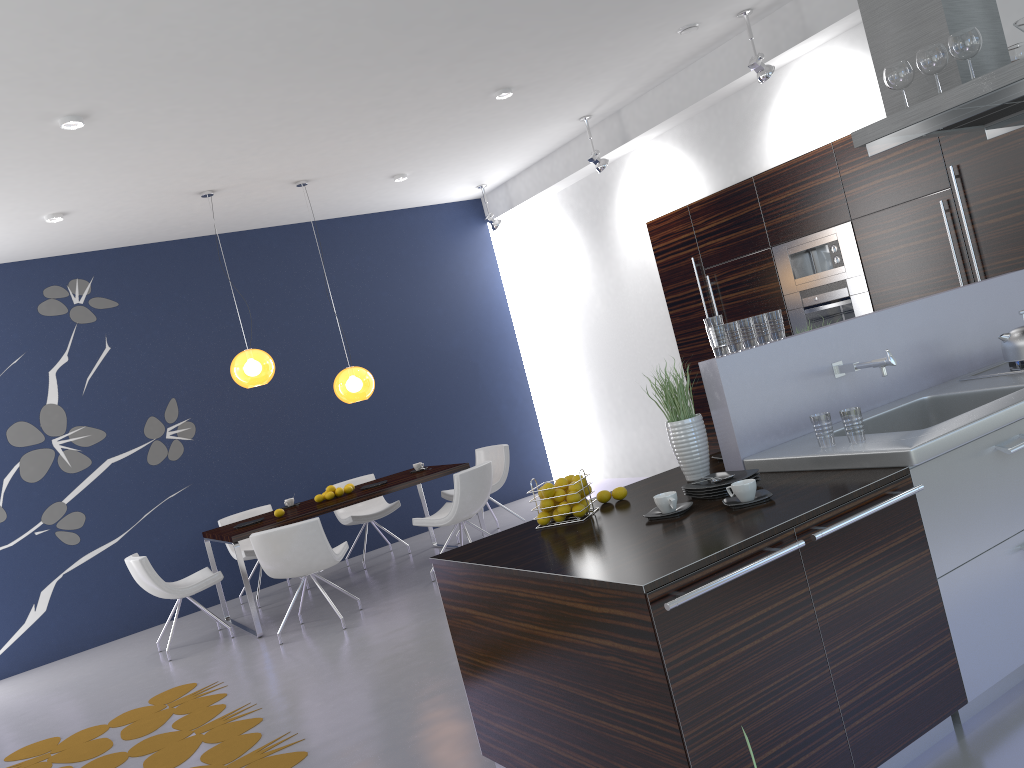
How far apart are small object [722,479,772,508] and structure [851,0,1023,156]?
1.85m

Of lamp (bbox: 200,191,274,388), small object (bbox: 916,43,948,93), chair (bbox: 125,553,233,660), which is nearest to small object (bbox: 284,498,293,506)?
chair (bbox: 125,553,233,660)

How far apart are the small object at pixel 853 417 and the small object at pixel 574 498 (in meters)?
0.41

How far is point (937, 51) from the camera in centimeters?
365cm

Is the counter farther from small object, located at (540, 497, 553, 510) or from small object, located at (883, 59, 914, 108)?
small object, located at (883, 59, 914, 108)

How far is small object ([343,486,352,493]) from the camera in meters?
7.5

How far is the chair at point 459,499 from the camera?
6.7 meters

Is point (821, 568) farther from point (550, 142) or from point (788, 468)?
point (550, 142)

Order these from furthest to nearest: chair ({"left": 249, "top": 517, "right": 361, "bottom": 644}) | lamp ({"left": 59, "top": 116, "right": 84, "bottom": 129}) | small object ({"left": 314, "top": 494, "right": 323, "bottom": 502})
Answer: small object ({"left": 314, "top": 494, "right": 323, "bottom": 502})
chair ({"left": 249, "top": 517, "right": 361, "bottom": 644})
lamp ({"left": 59, "top": 116, "right": 84, "bottom": 129})

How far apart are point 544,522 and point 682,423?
0.66m
